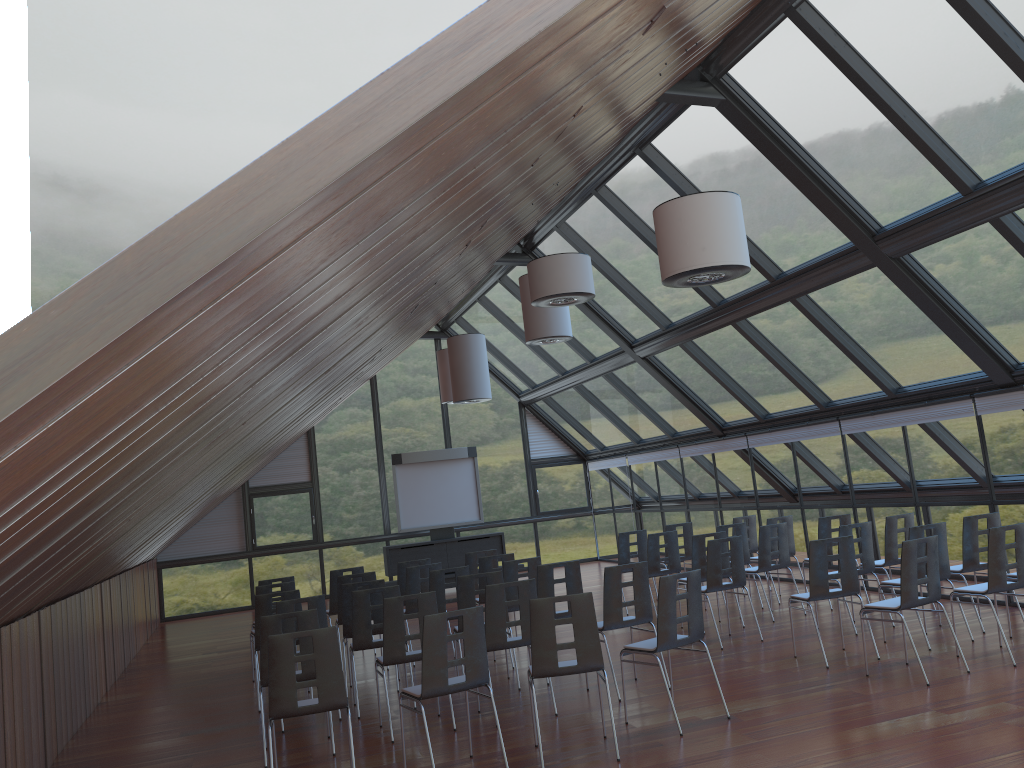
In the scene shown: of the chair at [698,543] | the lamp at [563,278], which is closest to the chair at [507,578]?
the chair at [698,543]

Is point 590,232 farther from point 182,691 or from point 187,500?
point 182,691

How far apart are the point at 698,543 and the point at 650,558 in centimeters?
129cm

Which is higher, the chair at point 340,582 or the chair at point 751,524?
the chair at point 340,582

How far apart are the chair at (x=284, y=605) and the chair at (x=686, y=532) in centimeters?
671cm

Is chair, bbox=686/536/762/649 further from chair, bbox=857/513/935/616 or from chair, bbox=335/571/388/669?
chair, bbox=335/571/388/669

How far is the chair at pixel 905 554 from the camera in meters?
7.6

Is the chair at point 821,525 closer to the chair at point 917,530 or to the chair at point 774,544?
the chair at point 774,544

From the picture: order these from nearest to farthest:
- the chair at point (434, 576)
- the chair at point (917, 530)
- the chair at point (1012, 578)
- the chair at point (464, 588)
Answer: the chair at point (1012, 578) < the chair at point (917, 530) < the chair at point (464, 588) < the chair at point (434, 576)

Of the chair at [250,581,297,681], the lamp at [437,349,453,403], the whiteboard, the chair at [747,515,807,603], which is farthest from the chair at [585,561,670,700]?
the whiteboard
